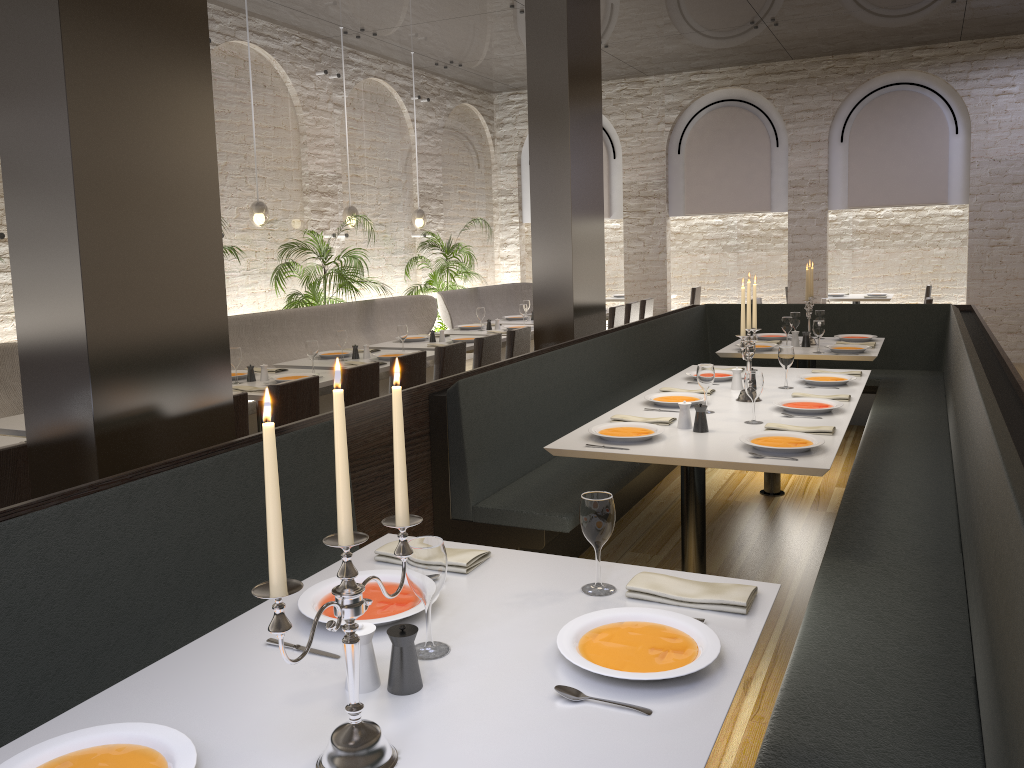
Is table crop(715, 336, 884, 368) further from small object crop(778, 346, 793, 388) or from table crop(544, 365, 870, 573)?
small object crop(778, 346, 793, 388)

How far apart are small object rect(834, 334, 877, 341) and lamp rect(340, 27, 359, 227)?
4.96m

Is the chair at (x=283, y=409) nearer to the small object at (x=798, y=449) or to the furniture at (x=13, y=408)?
the furniture at (x=13, y=408)

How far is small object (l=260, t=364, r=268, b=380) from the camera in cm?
572

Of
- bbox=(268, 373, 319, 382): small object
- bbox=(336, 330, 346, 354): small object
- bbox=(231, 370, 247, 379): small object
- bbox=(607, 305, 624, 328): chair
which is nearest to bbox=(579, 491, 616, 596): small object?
bbox=(268, 373, 319, 382): small object

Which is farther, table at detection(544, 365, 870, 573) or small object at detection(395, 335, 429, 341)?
small object at detection(395, 335, 429, 341)

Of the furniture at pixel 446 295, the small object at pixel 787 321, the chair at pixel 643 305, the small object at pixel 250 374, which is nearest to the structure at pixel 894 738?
the small object at pixel 787 321

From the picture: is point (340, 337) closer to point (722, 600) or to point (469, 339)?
point (469, 339)

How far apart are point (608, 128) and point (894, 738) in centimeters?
1143cm

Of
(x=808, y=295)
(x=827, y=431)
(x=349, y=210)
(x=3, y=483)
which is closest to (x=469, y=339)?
(x=349, y=210)
